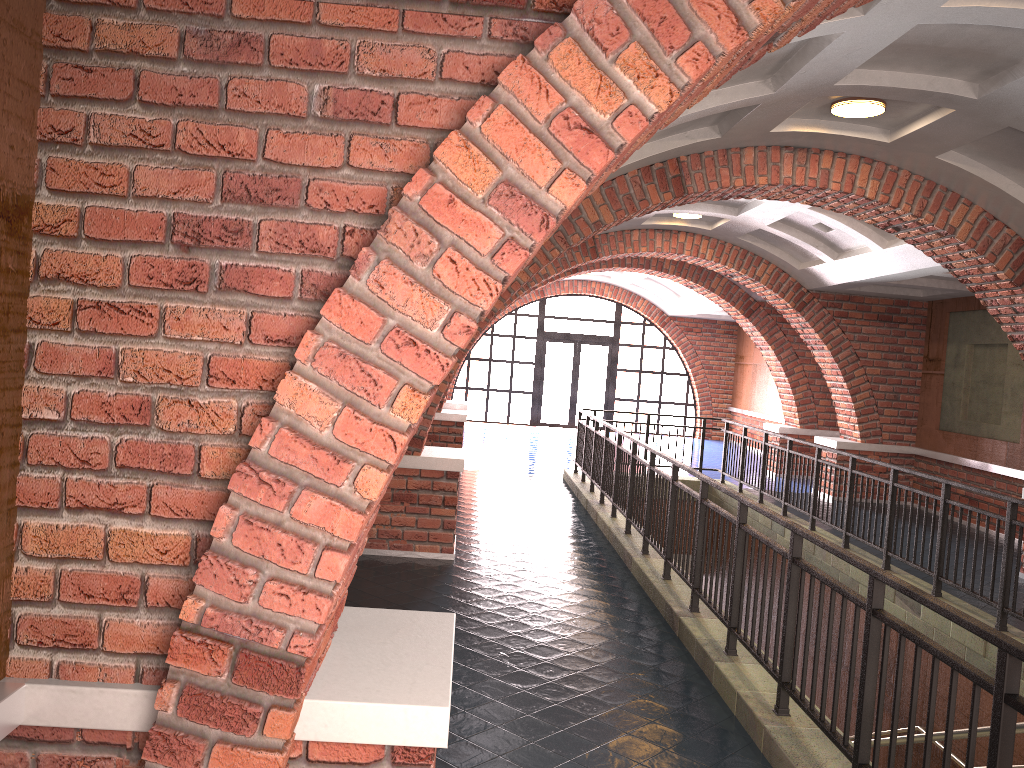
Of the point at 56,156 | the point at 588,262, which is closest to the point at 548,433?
the point at 588,262

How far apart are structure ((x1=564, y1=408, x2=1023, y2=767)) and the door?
9.3 meters

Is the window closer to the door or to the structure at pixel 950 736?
the door

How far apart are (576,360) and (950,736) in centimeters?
1954cm

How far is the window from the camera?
22.3m

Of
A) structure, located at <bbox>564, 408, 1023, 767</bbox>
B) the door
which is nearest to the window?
the door

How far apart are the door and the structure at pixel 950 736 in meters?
9.3

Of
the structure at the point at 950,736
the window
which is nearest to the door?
the window

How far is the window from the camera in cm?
2226

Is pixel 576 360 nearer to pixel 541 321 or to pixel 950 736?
pixel 541 321
